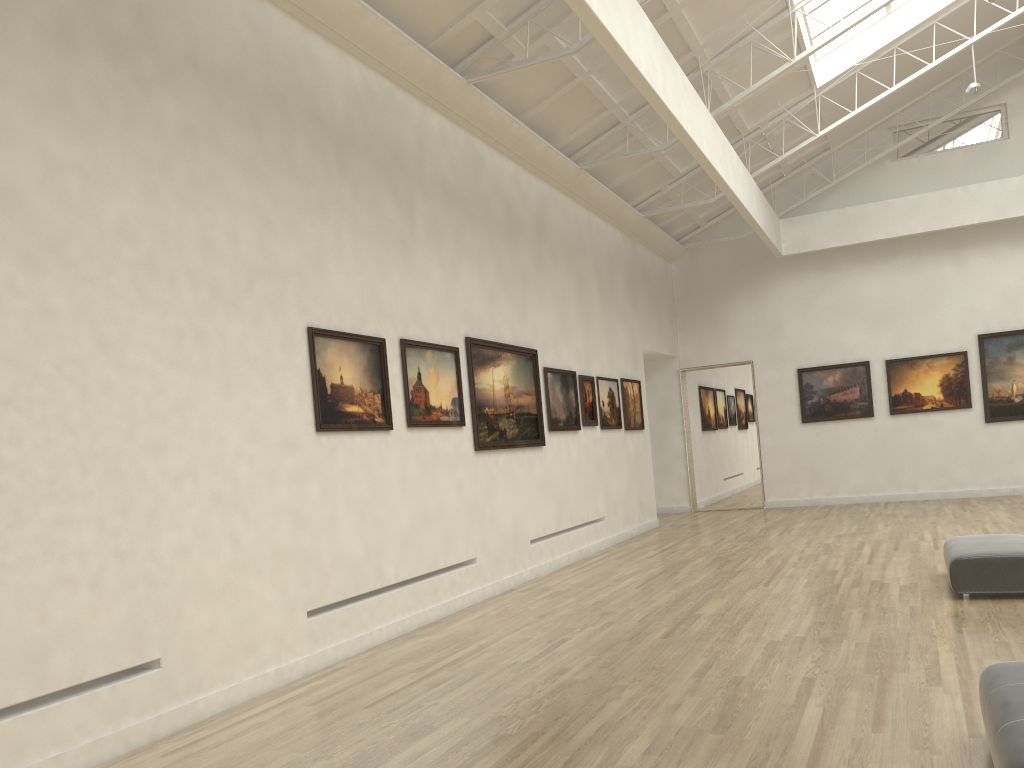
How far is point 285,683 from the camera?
11.8m

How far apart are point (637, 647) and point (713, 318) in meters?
23.7
